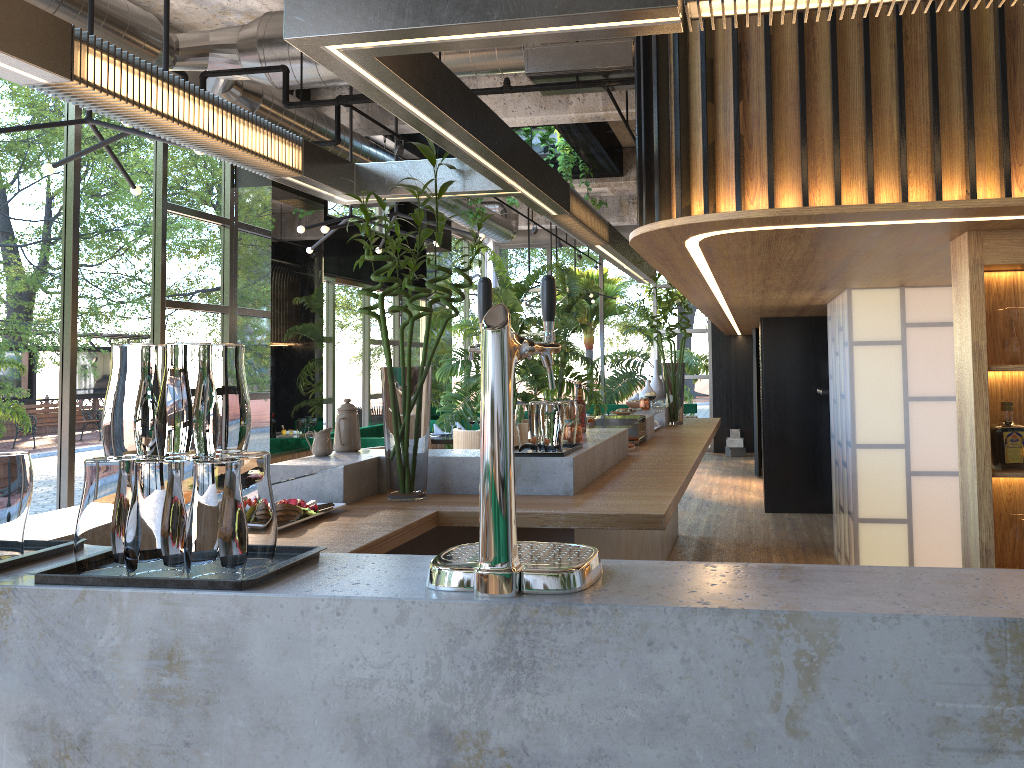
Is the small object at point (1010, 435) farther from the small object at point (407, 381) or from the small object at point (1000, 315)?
the small object at point (407, 381)

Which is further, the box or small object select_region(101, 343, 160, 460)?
the box

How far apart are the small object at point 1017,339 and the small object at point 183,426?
2.7 meters

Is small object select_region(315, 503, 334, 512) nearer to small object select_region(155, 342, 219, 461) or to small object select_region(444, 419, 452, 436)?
small object select_region(155, 342, 219, 461)

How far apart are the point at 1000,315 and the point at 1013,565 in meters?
0.9

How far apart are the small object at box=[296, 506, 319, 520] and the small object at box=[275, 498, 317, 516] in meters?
0.0 m

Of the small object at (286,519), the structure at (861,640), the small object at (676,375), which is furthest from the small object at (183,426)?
the small object at (676,375)

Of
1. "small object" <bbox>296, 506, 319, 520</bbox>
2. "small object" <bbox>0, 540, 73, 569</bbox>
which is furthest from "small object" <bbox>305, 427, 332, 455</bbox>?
"small object" <bbox>0, 540, 73, 569</bbox>

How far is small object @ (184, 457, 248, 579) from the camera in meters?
1.5 m

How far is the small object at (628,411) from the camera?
6.30m
